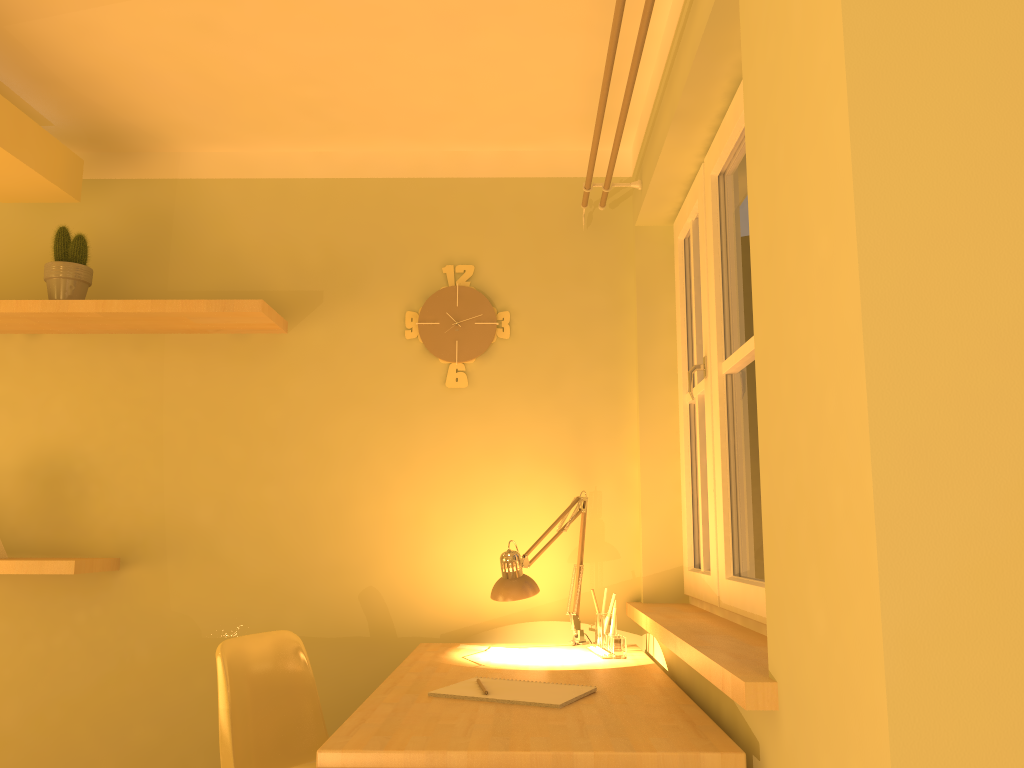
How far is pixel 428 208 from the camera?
3.1m

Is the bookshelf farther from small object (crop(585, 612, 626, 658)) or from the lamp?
small object (crop(585, 612, 626, 658))

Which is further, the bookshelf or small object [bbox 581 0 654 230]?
the bookshelf

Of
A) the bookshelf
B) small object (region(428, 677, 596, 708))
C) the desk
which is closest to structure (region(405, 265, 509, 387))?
the bookshelf

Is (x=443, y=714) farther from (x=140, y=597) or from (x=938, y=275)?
(x=140, y=597)

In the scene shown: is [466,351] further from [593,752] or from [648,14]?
[593,752]

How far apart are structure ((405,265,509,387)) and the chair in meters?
1.0 m

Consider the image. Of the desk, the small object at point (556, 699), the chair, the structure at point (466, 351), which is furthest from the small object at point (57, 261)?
the small object at point (556, 699)

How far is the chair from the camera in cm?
222

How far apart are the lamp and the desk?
0.09m
